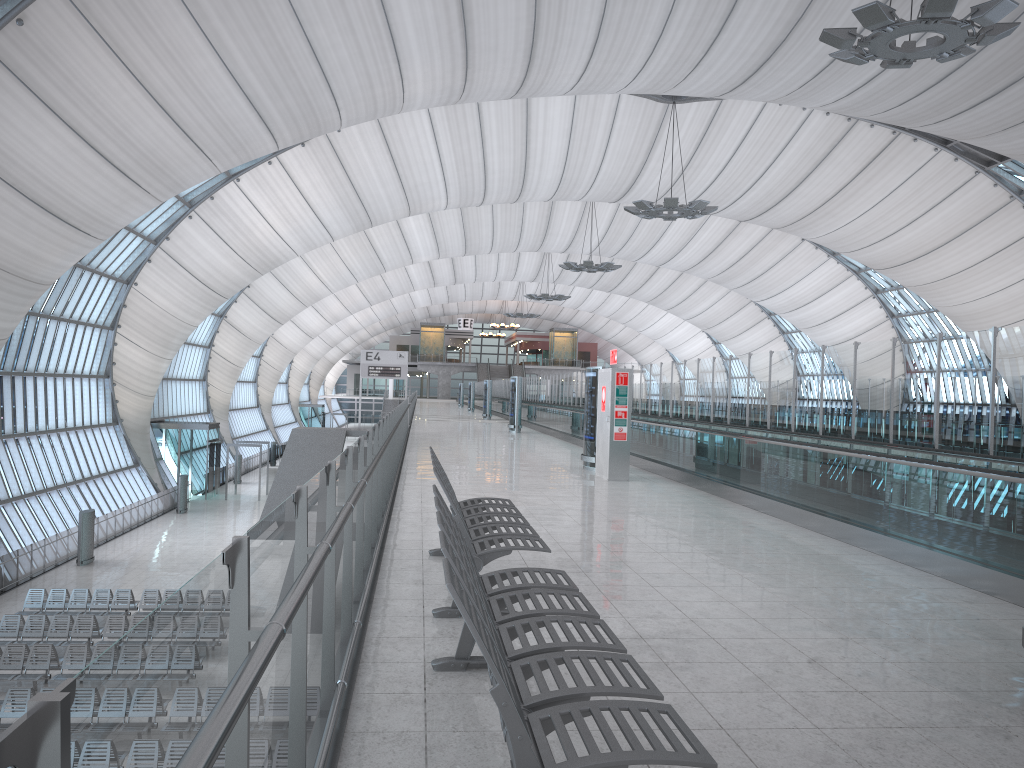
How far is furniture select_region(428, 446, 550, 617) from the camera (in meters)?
5.26

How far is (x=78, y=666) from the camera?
18.04m

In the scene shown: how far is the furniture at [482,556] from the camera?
5.3m

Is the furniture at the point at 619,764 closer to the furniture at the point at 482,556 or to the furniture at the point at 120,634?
the furniture at the point at 482,556

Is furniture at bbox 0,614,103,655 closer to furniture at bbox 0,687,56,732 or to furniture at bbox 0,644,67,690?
furniture at bbox 0,644,67,690

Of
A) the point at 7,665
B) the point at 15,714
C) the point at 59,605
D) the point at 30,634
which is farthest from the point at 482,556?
the point at 59,605

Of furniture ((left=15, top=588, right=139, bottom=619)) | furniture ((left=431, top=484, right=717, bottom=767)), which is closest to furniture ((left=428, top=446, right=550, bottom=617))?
furniture ((left=431, top=484, right=717, bottom=767))

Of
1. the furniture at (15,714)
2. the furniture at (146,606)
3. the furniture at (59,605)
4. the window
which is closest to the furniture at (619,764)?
the furniture at (15,714)

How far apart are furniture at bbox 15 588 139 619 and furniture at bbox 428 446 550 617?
18.6 meters

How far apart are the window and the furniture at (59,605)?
5.7 meters
